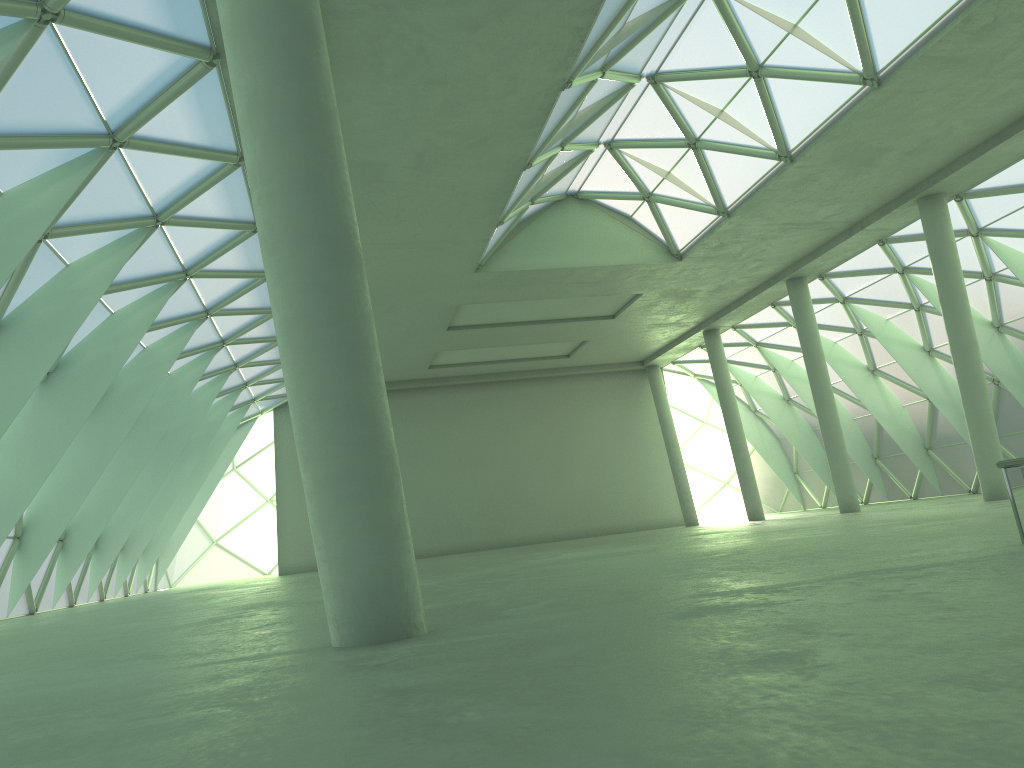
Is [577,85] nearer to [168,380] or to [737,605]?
[737,605]

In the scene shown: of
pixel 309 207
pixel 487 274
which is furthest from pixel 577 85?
pixel 309 207
